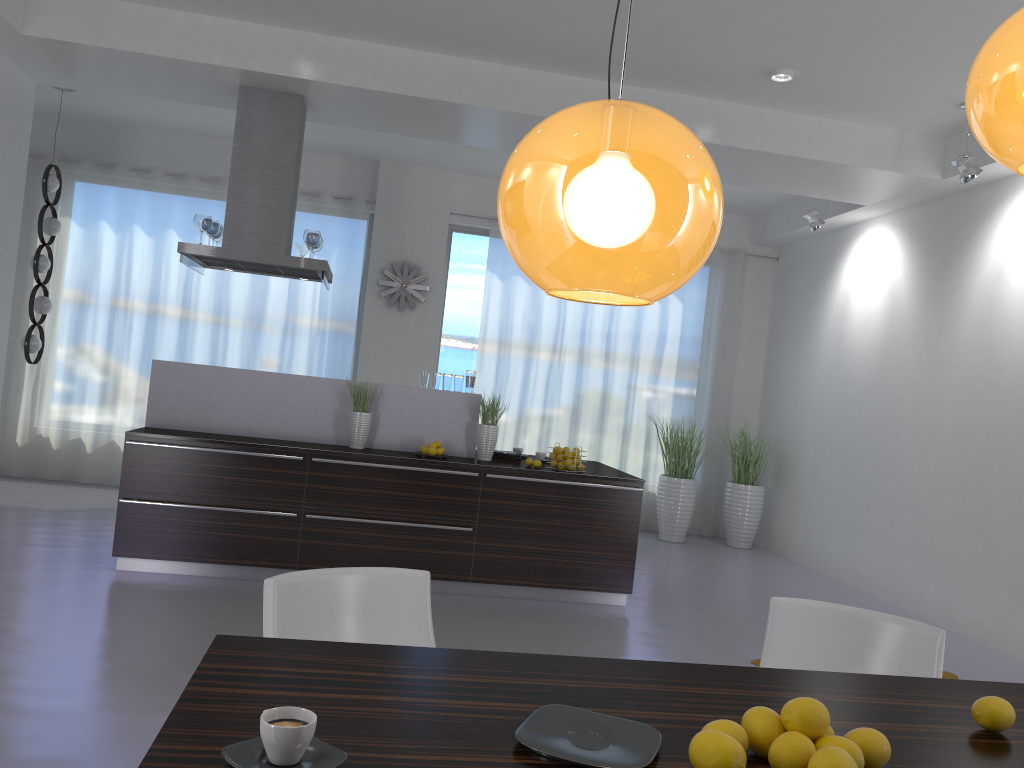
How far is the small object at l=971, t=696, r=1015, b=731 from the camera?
1.8m

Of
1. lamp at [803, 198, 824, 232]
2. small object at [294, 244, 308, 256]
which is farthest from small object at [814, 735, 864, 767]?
lamp at [803, 198, 824, 232]

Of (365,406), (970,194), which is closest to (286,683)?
(365,406)

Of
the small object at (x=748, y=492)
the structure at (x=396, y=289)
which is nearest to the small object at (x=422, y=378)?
the structure at (x=396, y=289)

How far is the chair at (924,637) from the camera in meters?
2.6

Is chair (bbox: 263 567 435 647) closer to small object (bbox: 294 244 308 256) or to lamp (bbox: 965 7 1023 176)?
lamp (bbox: 965 7 1023 176)

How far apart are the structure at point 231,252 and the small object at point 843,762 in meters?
5.2 m

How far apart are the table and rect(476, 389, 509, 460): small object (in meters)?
4.05

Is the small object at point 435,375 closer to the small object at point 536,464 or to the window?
the small object at point 536,464

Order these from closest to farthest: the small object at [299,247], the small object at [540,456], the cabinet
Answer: the cabinet → the small object at [540,456] → the small object at [299,247]
